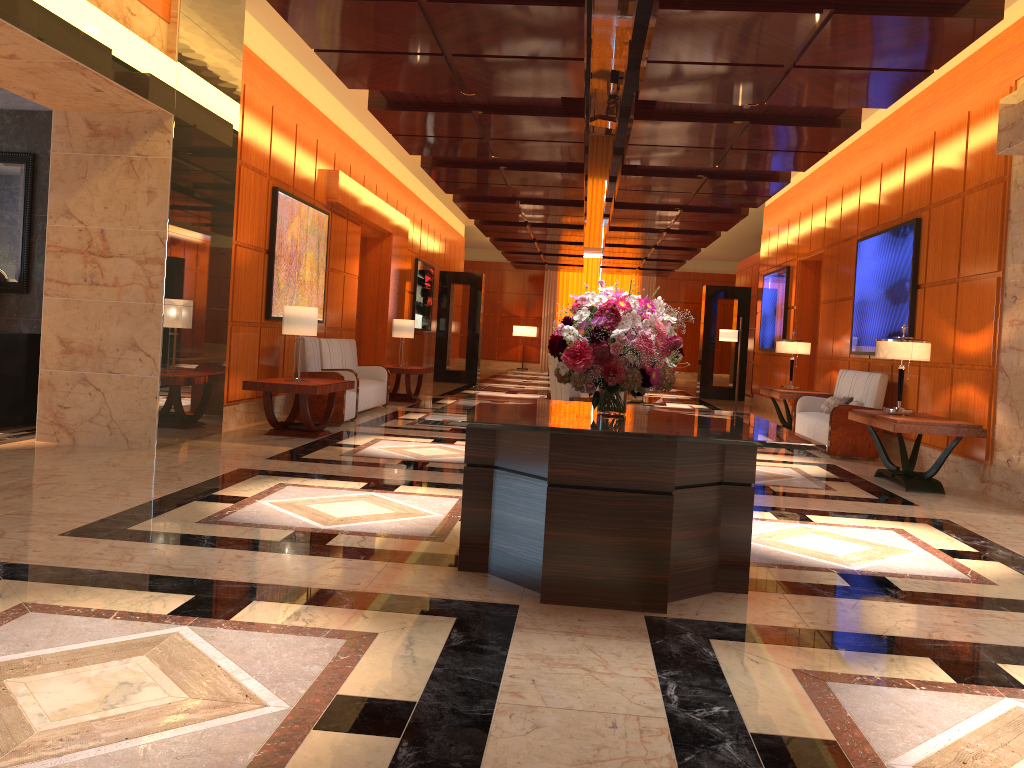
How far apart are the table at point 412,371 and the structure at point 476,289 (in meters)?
5.99

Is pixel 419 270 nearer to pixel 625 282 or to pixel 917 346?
pixel 917 346

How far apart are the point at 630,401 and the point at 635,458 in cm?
577

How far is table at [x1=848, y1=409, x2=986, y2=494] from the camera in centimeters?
716cm

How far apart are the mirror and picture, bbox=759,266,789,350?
11.35m

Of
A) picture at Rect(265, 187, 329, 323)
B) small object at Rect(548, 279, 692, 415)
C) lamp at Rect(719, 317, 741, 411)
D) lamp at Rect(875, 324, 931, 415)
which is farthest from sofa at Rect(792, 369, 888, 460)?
picture at Rect(265, 187, 329, 323)

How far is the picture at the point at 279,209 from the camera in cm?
972

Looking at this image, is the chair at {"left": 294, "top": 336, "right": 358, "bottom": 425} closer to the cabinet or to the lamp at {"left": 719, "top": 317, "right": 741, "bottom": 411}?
the cabinet

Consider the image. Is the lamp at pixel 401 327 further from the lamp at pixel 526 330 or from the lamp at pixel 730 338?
the lamp at pixel 526 330

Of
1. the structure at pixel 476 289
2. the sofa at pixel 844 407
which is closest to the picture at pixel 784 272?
the sofa at pixel 844 407
